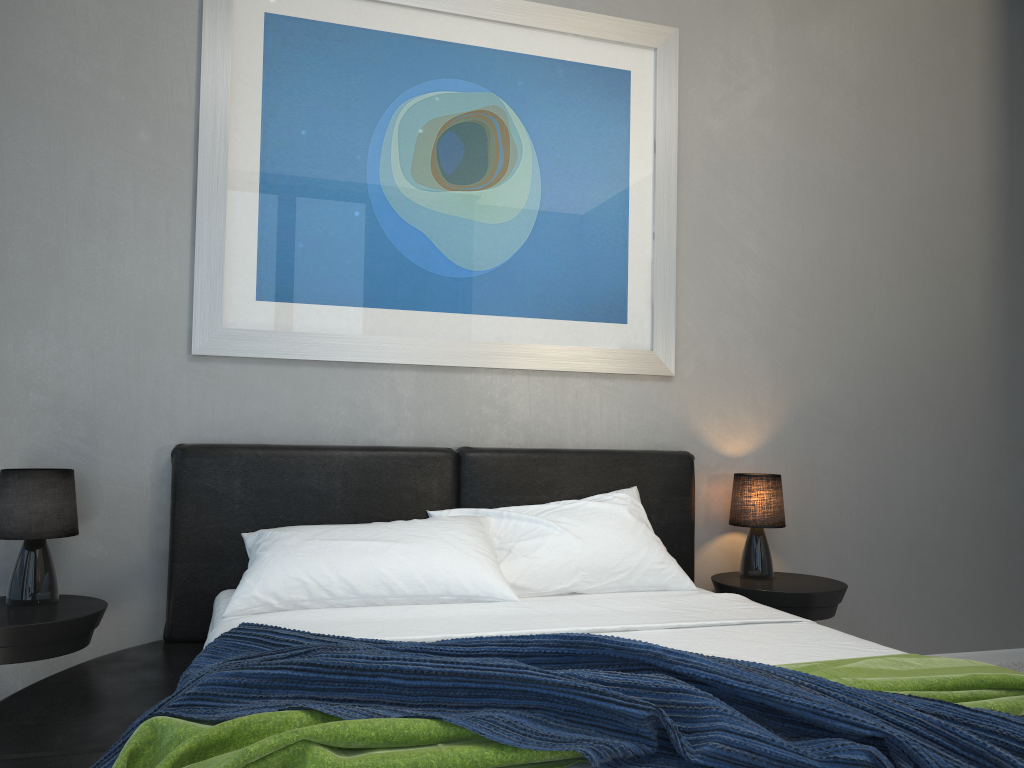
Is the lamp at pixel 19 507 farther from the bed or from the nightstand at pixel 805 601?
the nightstand at pixel 805 601

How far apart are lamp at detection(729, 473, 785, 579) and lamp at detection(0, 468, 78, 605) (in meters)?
2.30

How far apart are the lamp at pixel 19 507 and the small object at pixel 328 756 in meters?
1.5

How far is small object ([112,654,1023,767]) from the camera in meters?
1.2

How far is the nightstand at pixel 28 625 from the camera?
2.4m

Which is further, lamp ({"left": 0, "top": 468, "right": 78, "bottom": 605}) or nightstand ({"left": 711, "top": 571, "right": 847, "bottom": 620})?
nightstand ({"left": 711, "top": 571, "right": 847, "bottom": 620})

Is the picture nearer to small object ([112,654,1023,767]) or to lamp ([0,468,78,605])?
lamp ([0,468,78,605])

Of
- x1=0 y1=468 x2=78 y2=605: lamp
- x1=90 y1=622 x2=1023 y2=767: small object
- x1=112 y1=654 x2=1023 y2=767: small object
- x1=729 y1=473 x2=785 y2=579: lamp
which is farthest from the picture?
x1=112 y1=654 x2=1023 y2=767: small object

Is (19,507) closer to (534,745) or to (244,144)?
(244,144)

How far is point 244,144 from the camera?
3.0m
